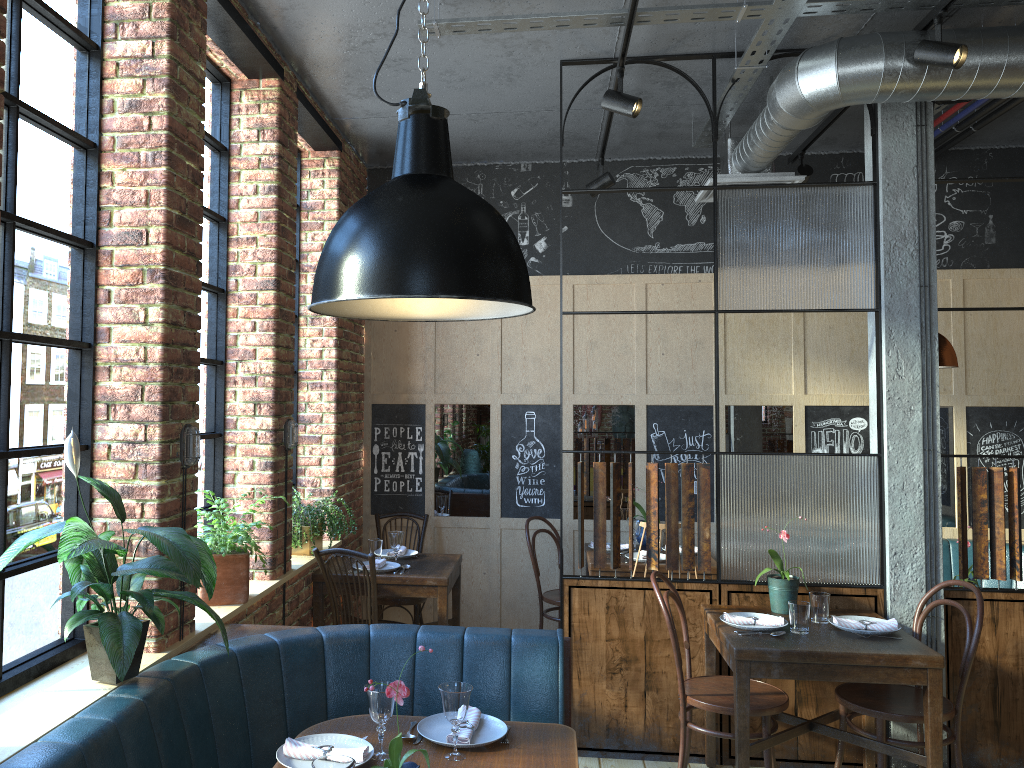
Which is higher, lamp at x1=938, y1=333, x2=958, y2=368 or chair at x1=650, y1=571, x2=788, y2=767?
lamp at x1=938, y1=333, x2=958, y2=368

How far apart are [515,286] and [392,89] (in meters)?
3.10

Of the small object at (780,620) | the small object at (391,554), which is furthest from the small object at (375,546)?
the small object at (780,620)

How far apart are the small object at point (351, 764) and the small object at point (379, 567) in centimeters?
290cm

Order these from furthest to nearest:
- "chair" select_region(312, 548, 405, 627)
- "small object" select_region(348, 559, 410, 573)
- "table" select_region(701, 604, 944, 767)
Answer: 1. "small object" select_region(348, 559, 410, 573)
2. "chair" select_region(312, 548, 405, 627)
3. "table" select_region(701, 604, 944, 767)

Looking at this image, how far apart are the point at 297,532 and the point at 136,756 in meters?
2.3

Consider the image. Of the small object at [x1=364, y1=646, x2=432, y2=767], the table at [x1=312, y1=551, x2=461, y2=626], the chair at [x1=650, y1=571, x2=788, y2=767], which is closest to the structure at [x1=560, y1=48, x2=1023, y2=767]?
the chair at [x1=650, y1=571, x2=788, y2=767]

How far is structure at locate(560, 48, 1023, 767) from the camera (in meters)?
4.10

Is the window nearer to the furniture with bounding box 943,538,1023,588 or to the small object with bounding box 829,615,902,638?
the small object with bounding box 829,615,902,638

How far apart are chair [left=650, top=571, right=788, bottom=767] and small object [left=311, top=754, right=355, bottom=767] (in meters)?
2.00
